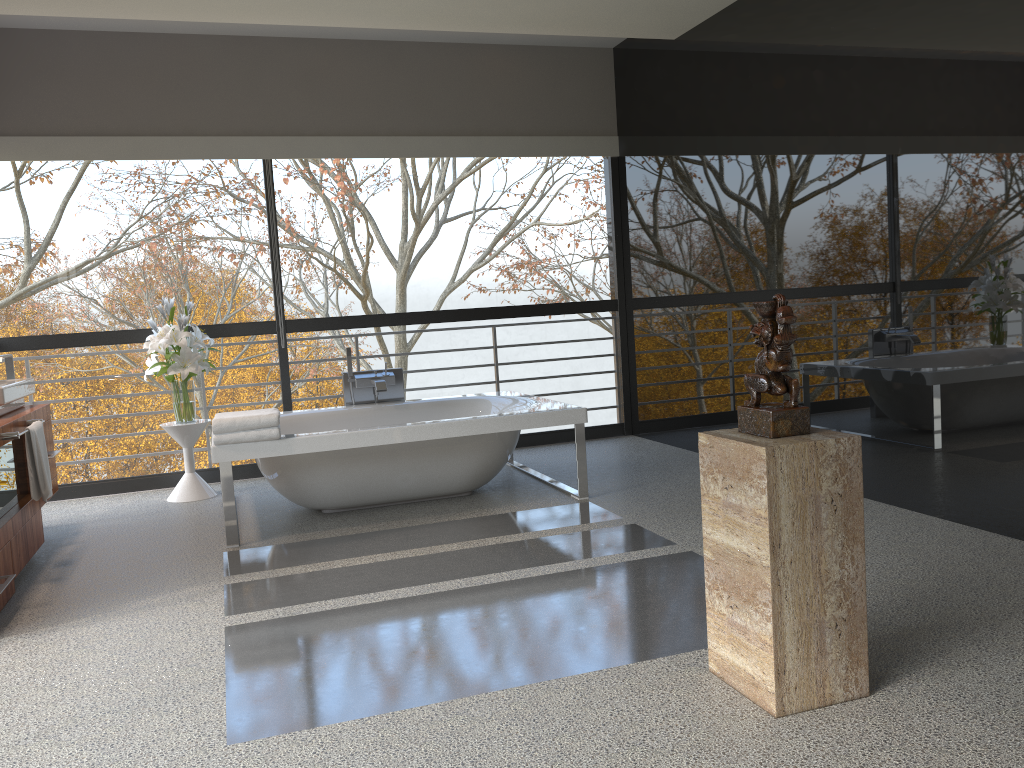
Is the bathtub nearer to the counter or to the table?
the table

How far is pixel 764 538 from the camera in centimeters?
224cm

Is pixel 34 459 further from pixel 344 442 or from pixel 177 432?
pixel 177 432

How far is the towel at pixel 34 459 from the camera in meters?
4.0

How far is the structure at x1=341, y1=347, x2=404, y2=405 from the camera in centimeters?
575cm

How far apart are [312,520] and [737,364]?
2.7m

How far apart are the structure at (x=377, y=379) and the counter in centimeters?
175cm

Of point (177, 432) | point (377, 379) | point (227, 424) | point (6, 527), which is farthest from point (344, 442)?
Answer: point (177, 432)

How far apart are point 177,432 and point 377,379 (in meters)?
1.27

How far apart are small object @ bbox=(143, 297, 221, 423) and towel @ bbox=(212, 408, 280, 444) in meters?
1.1
